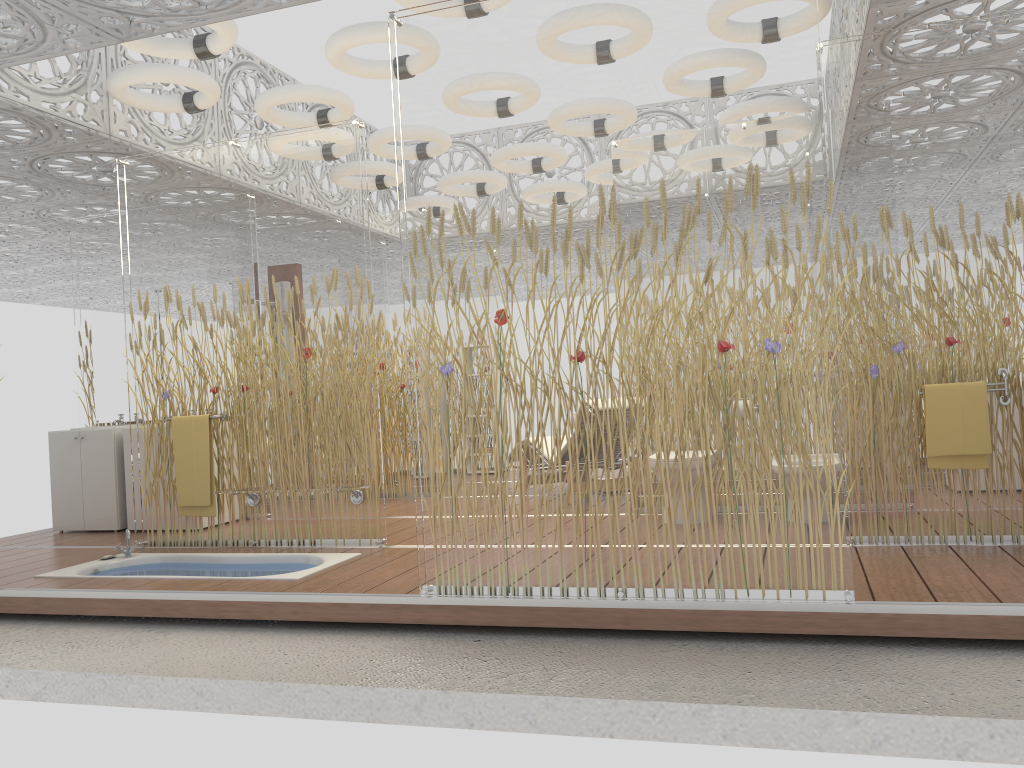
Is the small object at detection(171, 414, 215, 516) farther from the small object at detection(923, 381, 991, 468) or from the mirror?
the small object at detection(923, 381, 991, 468)

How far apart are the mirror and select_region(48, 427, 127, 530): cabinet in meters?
0.6 m

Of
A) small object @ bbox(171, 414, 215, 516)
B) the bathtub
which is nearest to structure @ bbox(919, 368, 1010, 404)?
the bathtub

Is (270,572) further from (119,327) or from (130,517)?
(119,327)

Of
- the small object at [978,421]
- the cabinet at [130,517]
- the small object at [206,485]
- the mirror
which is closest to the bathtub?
the small object at [206,485]

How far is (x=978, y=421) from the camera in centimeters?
427cm

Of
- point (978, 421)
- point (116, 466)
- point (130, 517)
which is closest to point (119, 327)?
point (116, 466)

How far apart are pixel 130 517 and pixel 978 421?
5.8 meters

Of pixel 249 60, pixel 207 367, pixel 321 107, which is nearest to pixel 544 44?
pixel 207 367

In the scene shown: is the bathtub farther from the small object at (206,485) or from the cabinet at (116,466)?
the cabinet at (116,466)
